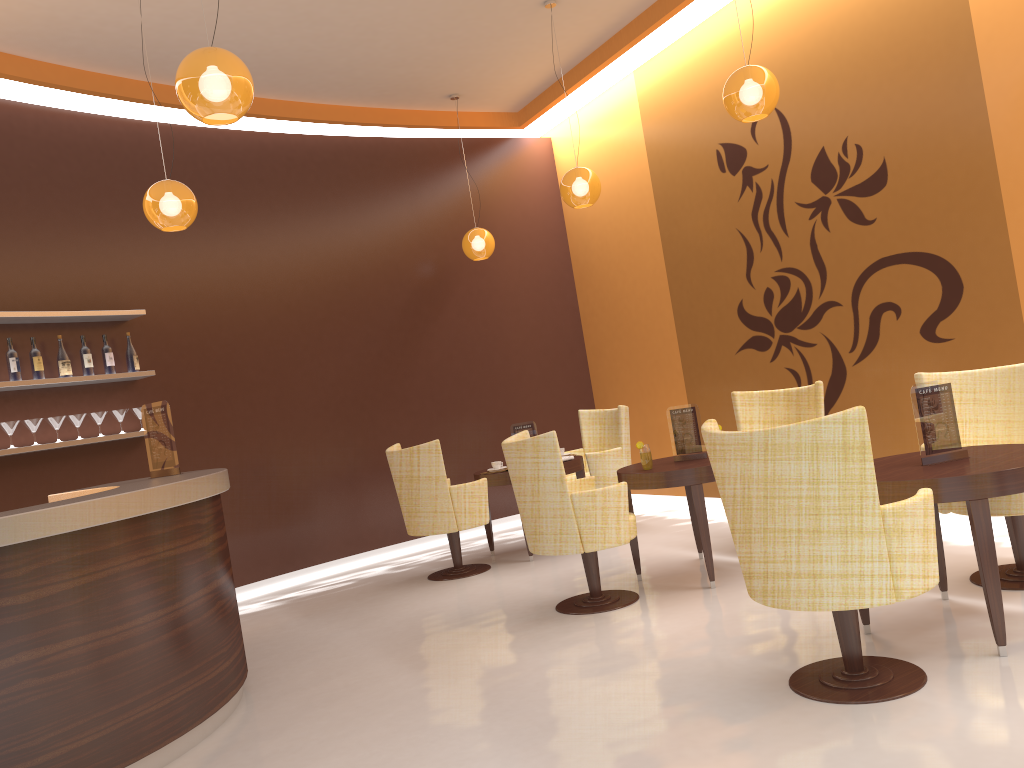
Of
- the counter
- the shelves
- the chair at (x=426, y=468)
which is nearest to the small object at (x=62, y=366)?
the shelves

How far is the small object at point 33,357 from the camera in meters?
5.8 m

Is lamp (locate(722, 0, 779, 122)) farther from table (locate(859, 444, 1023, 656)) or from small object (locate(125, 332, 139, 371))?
small object (locate(125, 332, 139, 371))

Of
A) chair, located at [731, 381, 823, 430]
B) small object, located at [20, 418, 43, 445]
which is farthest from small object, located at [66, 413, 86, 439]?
chair, located at [731, 381, 823, 430]

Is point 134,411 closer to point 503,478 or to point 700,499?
point 503,478

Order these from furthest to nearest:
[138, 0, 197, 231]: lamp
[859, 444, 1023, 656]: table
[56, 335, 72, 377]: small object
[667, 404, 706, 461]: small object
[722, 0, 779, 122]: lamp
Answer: [56, 335, 72, 377]: small object, [667, 404, 706, 461]: small object, [138, 0, 197, 231]: lamp, [722, 0, 779, 122]: lamp, [859, 444, 1023, 656]: table

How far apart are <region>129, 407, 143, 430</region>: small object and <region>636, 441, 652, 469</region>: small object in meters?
3.6 m

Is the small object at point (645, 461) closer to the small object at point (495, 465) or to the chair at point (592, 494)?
the chair at point (592, 494)

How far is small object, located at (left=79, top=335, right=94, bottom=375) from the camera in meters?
6.1 m

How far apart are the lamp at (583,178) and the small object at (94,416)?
3.58m
